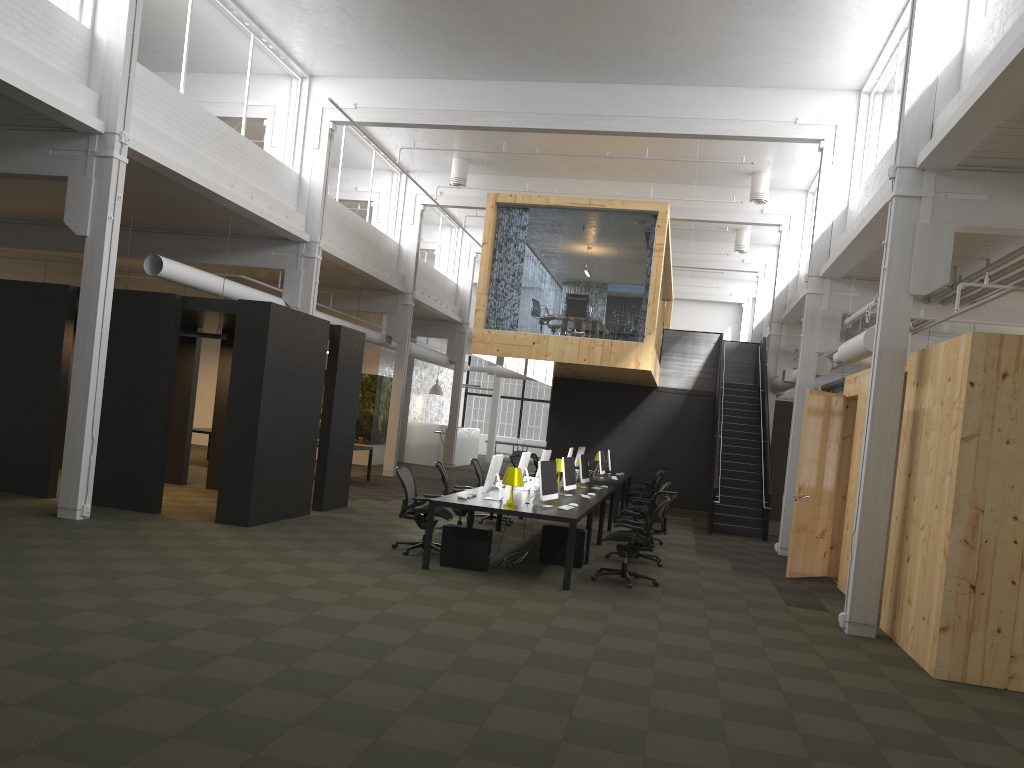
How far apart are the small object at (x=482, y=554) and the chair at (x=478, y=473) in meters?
4.4 m

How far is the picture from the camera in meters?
24.5

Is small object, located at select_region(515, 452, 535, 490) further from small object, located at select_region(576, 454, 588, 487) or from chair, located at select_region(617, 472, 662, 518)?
chair, located at select_region(617, 472, 662, 518)

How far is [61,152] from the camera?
10.4 meters

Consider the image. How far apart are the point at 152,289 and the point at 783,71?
16.6 meters

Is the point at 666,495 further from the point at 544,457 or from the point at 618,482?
the point at 618,482

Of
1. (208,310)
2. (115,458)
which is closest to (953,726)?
(208,310)

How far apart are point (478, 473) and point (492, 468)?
4.1 meters

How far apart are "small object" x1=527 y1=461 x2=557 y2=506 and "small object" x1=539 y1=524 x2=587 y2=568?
0.60m

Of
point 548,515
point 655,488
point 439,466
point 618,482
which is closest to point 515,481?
point 548,515
